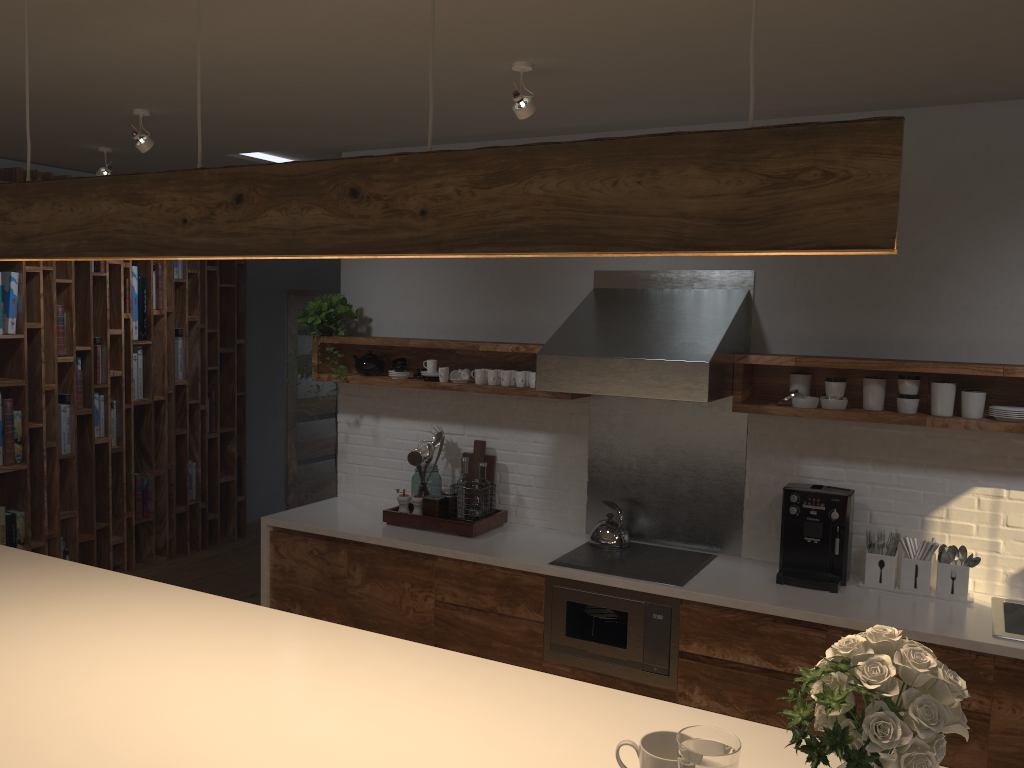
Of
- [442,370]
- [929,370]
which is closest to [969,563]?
[929,370]

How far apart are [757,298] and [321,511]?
2.57m

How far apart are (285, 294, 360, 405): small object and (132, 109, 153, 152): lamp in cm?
128

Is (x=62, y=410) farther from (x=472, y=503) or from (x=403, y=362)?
(x=472, y=503)

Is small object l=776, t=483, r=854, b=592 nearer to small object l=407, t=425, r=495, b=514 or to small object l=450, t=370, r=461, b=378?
small object l=407, t=425, r=495, b=514

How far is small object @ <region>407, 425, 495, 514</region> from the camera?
4.7 meters

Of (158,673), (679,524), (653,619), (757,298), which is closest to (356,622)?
(653,619)

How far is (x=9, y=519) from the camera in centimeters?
550cm

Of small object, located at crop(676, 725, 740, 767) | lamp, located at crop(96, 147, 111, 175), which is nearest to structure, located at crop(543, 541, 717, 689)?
small object, located at crop(676, 725, 740, 767)

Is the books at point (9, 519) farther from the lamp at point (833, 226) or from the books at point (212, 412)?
the lamp at point (833, 226)
